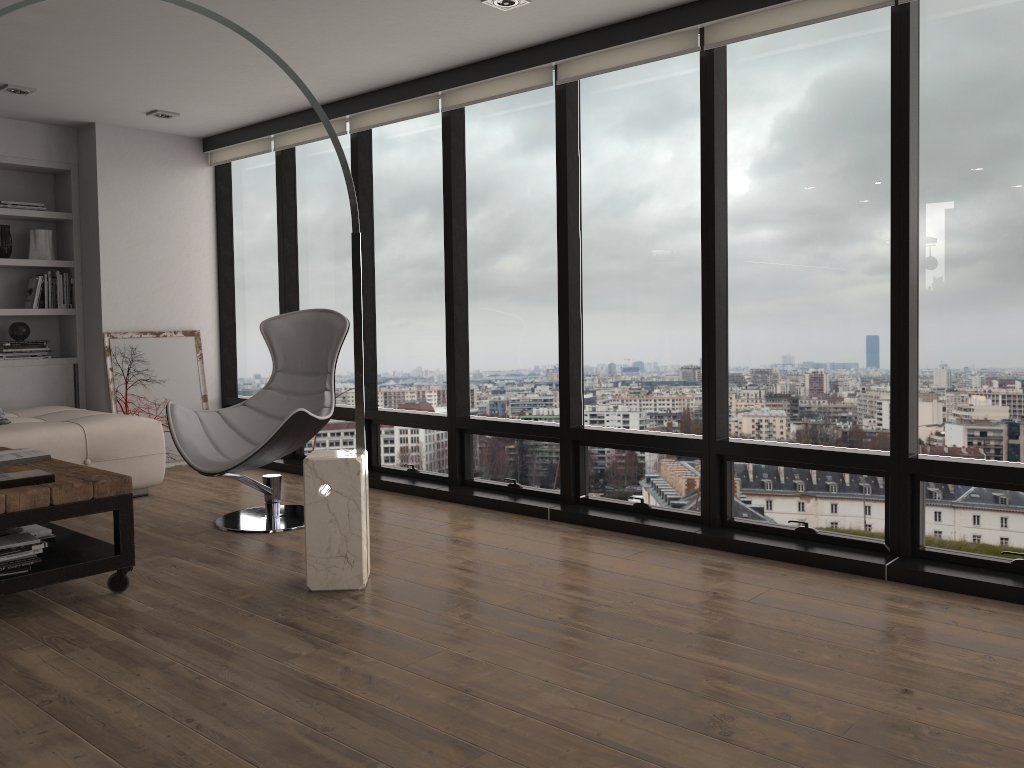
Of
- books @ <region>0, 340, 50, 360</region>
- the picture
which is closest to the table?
the picture

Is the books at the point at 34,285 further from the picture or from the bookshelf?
the picture

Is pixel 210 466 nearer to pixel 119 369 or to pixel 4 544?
pixel 4 544

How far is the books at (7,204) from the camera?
6.0 meters

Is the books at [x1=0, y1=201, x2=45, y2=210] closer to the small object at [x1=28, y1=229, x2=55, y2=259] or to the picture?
the small object at [x1=28, y1=229, x2=55, y2=259]

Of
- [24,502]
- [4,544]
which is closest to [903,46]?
[24,502]

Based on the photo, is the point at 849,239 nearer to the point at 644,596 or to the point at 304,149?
the point at 644,596

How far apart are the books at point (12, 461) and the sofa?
0.9m

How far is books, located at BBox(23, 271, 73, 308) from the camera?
6.2 meters

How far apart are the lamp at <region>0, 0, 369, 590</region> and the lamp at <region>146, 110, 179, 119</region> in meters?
2.5
